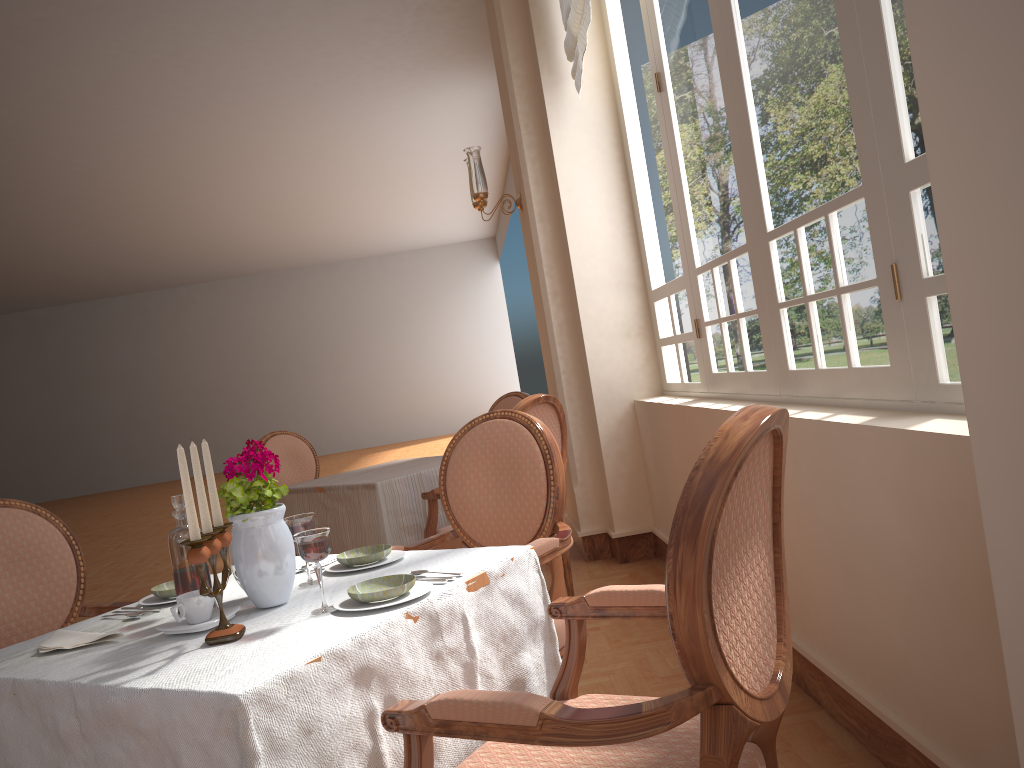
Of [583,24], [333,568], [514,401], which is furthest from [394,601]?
[514,401]

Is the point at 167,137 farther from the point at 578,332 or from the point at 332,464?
the point at 332,464

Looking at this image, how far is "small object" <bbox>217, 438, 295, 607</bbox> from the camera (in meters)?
1.55

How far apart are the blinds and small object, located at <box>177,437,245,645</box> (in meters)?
2.88

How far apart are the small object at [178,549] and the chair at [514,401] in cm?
325

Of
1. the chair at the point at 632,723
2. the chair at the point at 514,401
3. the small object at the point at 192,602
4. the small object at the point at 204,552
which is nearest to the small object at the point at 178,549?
the small object at the point at 192,602

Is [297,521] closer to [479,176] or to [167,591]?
[167,591]

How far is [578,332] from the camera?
4.5 meters

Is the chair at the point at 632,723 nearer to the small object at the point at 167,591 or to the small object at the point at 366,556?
the small object at the point at 366,556

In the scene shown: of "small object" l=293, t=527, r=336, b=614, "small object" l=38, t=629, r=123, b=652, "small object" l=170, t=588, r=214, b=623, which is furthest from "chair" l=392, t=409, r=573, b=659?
"small object" l=38, t=629, r=123, b=652
